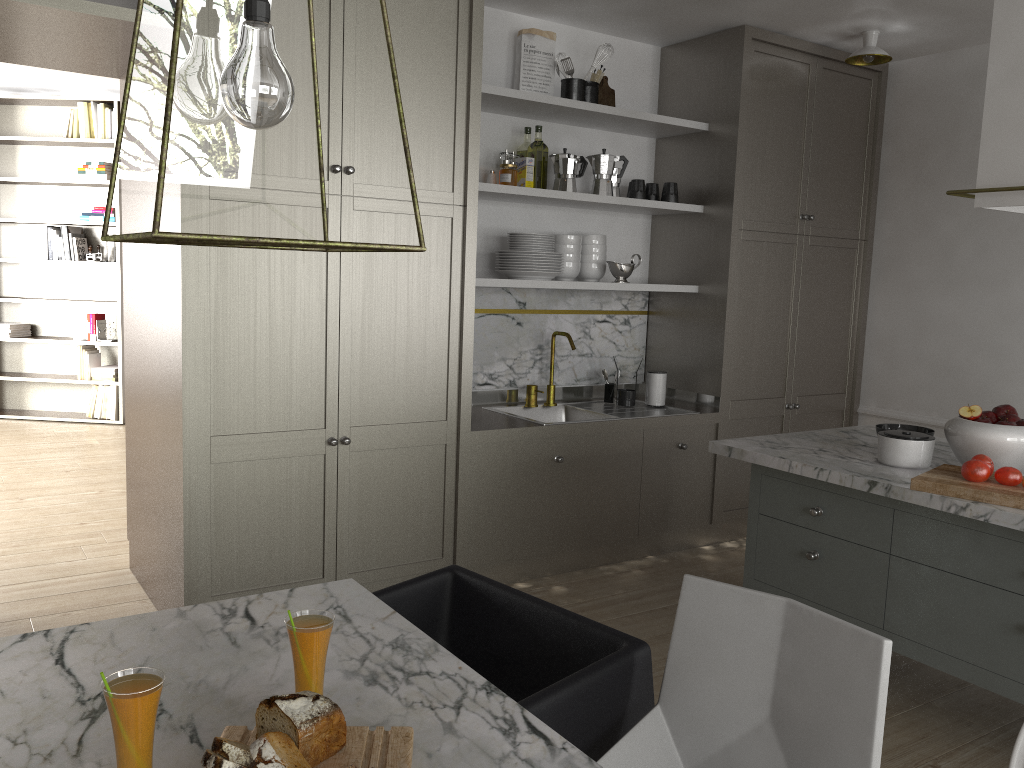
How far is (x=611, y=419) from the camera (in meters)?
3.75

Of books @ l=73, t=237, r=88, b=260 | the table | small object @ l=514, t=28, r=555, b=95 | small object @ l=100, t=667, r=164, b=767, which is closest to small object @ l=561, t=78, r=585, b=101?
small object @ l=514, t=28, r=555, b=95

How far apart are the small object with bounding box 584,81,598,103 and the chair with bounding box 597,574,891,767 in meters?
2.8

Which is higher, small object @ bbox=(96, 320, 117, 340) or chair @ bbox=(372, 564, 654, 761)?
small object @ bbox=(96, 320, 117, 340)

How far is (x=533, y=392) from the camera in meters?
4.0 m

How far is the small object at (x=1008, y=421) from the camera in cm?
252

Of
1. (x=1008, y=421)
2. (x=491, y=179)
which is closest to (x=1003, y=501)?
(x=1008, y=421)

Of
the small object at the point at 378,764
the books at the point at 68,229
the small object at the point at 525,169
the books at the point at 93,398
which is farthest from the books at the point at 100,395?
the small object at the point at 378,764

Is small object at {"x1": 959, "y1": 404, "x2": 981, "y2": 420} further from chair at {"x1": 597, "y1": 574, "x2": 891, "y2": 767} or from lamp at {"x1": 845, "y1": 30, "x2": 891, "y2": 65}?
lamp at {"x1": 845, "y1": 30, "x2": 891, "y2": 65}

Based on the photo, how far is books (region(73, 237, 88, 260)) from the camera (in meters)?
6.66
